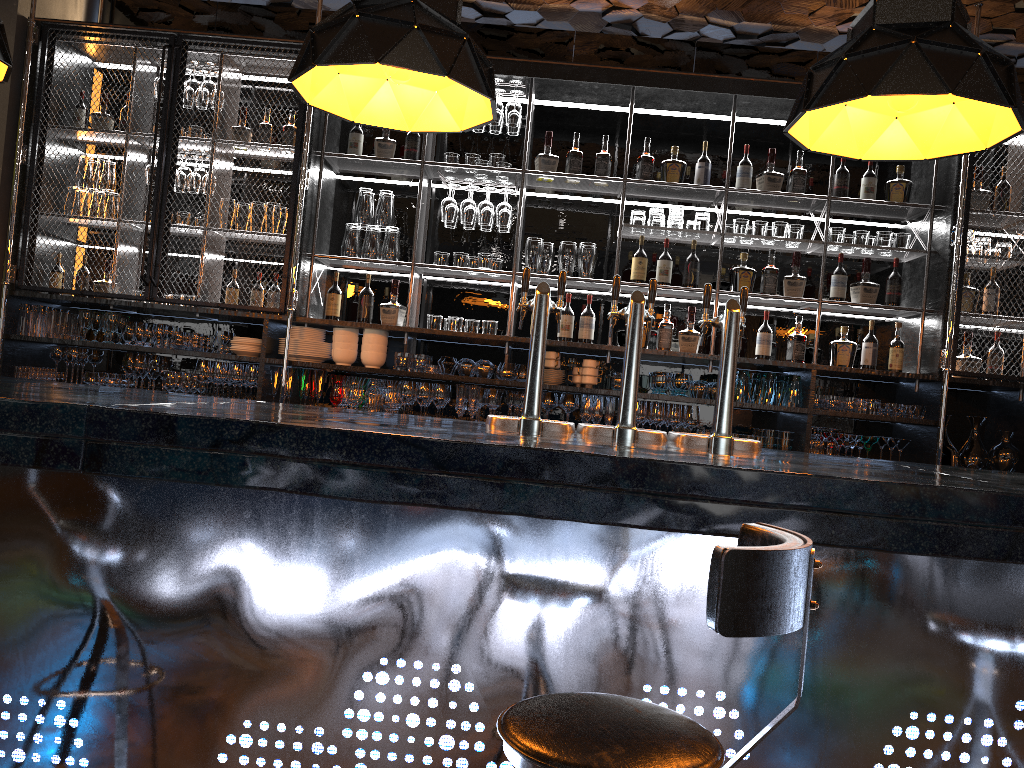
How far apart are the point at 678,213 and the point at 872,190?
1.1 meters

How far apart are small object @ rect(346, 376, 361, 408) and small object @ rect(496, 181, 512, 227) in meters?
1.2

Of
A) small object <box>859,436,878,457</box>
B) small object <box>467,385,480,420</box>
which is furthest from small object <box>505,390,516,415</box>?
small object <box>859,436,878,457</box>

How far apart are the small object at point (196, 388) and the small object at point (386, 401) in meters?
1.1

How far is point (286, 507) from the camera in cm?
193

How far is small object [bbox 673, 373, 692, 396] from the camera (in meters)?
4.81

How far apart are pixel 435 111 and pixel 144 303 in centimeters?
272cm

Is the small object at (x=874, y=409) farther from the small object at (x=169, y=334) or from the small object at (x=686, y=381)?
the small object at (x=169, y=334)

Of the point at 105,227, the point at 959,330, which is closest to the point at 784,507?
the point at 959,330

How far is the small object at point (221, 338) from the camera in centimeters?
494cm
